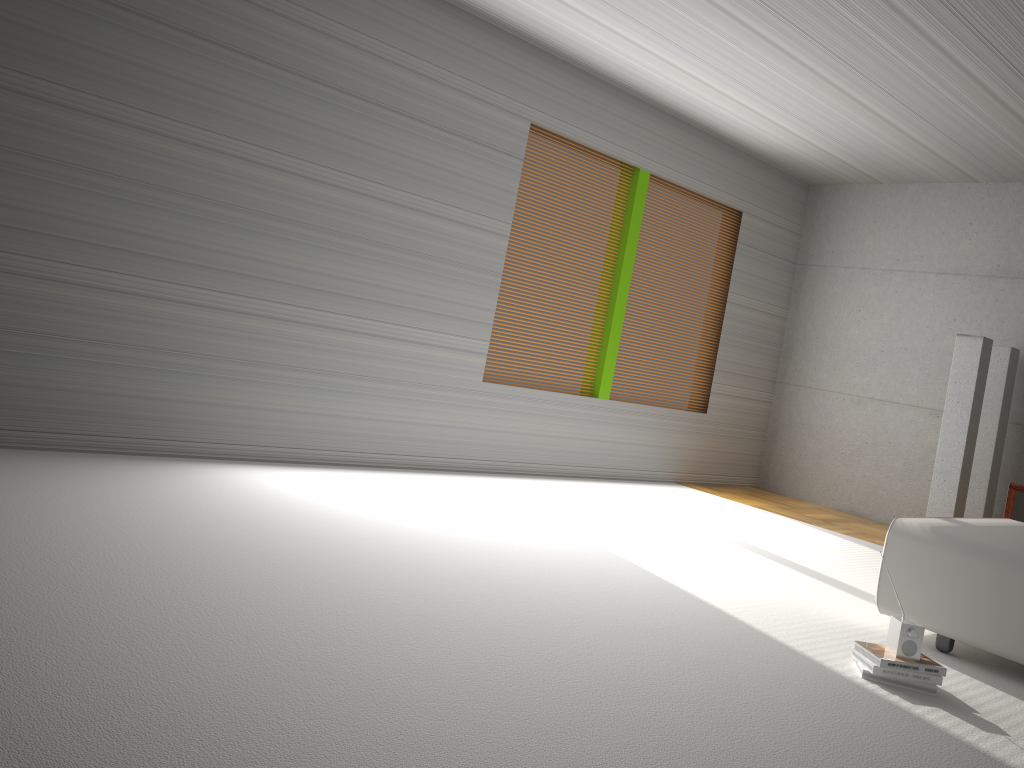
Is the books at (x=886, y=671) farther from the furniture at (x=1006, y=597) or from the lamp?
the lamp

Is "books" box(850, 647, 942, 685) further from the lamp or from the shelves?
the lamp

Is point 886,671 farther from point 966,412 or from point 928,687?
point 966,412

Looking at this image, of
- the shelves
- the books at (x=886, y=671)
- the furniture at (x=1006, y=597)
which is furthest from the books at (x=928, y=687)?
the shelves

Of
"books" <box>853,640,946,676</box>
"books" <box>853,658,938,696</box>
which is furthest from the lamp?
"books" <box>853,658,938,696</box>

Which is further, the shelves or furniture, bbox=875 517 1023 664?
the shelves

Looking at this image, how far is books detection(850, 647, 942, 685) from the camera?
3.31m

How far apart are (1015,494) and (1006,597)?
1.7m

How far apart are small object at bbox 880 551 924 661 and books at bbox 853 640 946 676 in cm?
2

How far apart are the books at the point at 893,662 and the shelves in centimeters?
219cm
